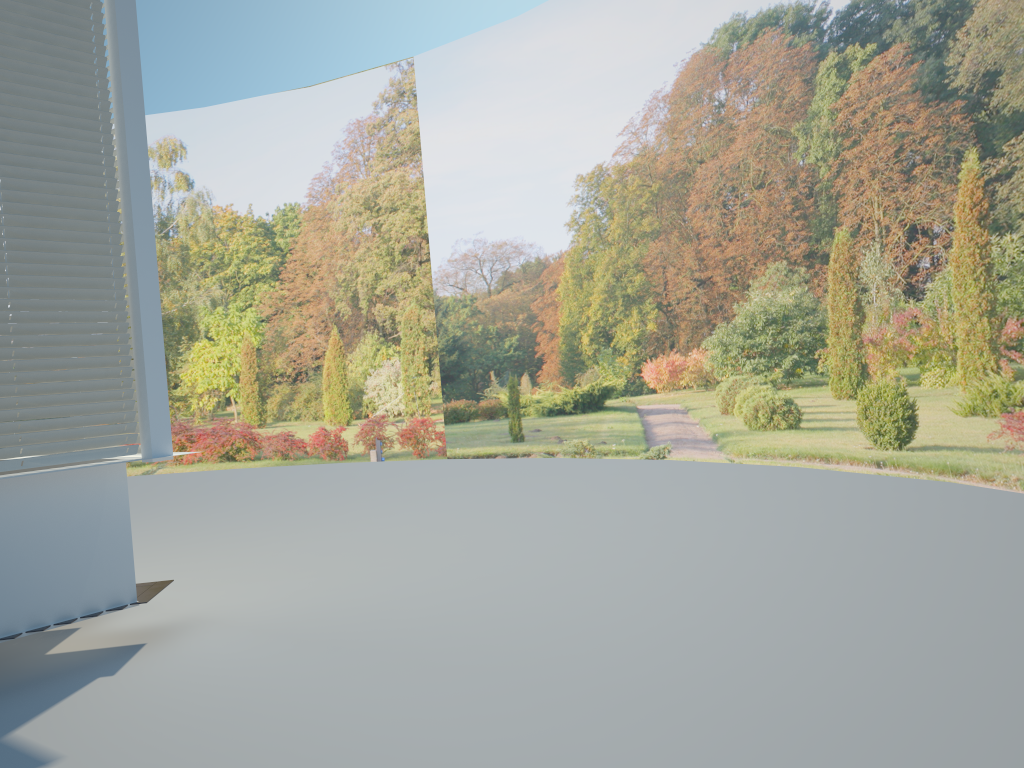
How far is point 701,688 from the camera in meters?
3.7

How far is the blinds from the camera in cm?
438

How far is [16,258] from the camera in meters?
4.4 m

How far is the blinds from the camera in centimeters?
438cm
